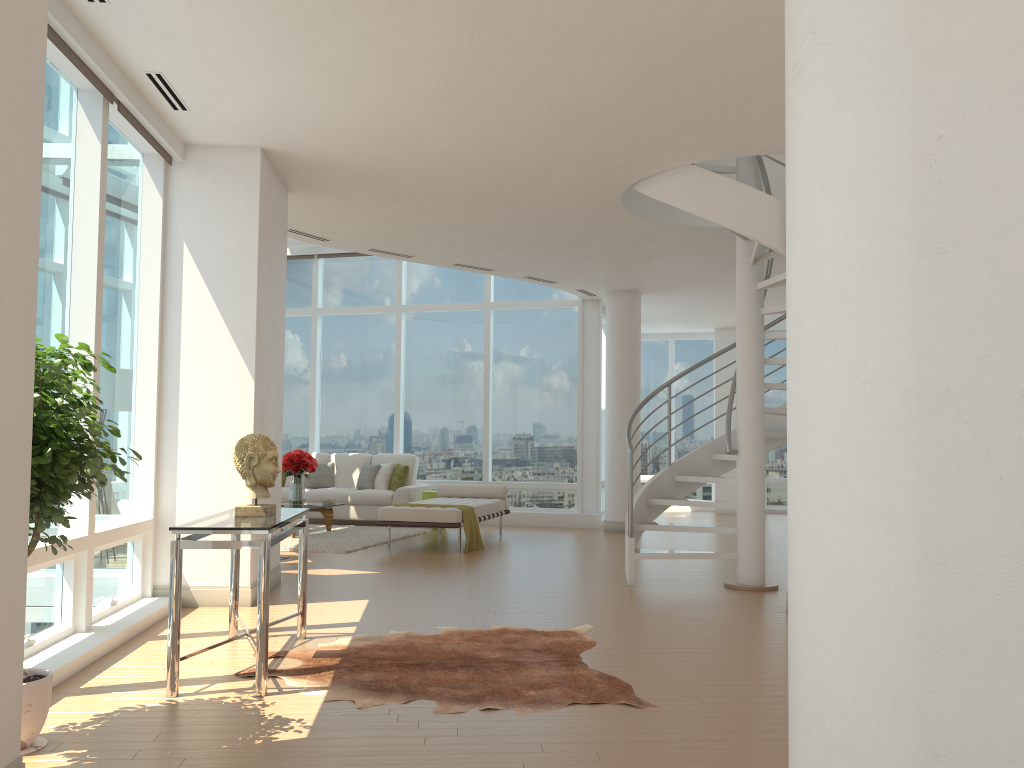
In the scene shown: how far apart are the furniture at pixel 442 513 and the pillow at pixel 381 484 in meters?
1.4 m

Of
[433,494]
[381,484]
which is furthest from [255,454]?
[381,484]

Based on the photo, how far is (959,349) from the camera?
2.1 meters

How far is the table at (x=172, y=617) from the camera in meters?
4.1

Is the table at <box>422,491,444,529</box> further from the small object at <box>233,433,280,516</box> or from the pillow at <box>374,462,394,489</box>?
the small object at <box>233,433,280,516</box>

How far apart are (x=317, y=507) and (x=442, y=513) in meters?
2.1

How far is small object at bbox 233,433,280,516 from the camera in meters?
4.8 m

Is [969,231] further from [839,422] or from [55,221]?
[55,221]

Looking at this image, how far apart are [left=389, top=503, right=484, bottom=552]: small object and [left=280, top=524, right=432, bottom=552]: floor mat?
1.17m

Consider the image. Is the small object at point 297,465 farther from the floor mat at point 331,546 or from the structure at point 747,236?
the structure at point 747,236
